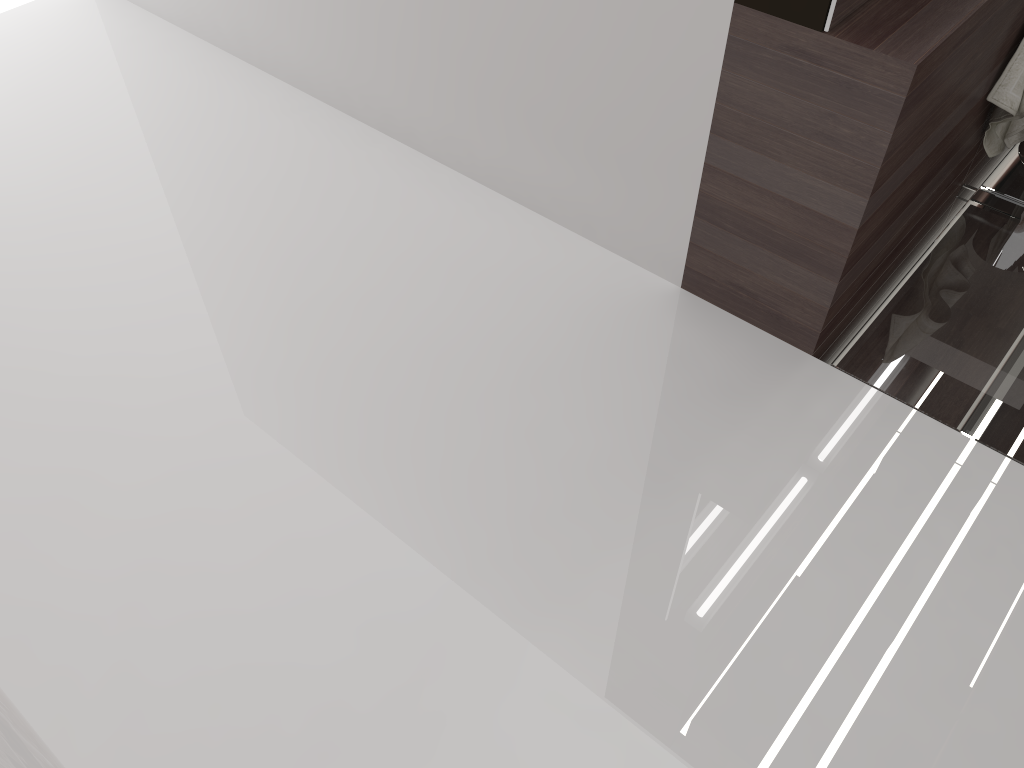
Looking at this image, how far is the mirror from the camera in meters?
1.7 m

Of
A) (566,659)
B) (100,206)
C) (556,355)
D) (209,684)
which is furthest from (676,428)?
(100,206)

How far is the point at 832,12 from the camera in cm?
173

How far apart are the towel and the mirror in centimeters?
75cm

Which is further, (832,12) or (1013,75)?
(1013,75)

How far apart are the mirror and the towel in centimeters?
75cm

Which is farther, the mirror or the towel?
the towel

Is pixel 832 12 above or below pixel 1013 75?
above

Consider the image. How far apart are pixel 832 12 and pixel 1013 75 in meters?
0.9 m
